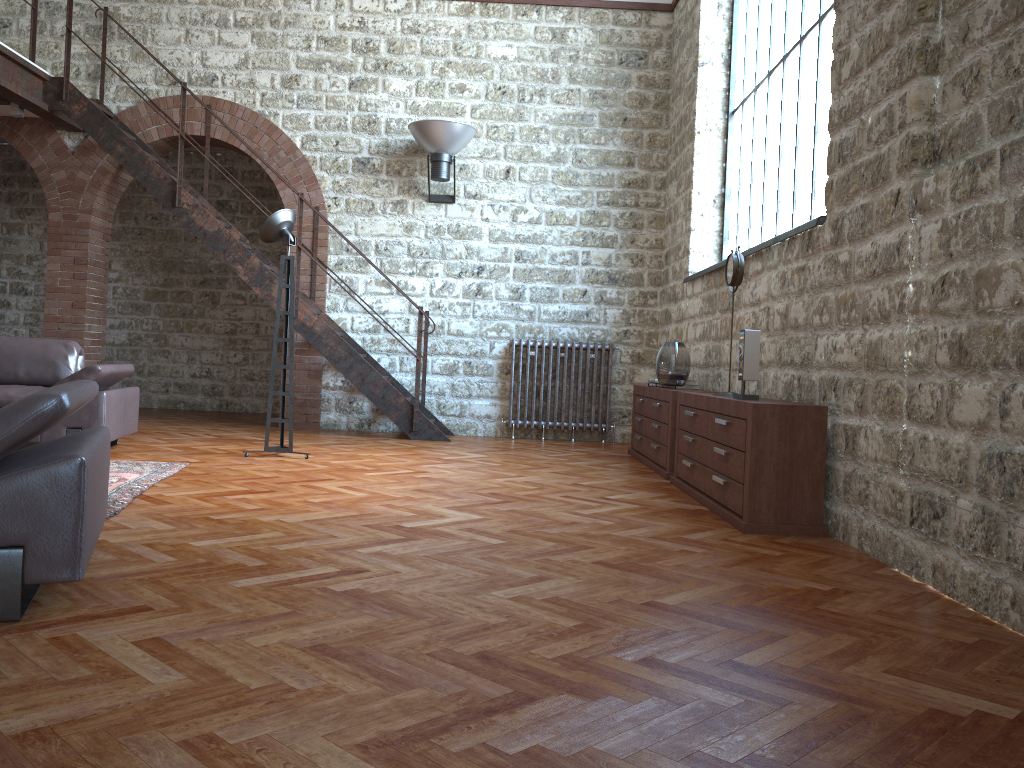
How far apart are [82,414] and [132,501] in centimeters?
175cm

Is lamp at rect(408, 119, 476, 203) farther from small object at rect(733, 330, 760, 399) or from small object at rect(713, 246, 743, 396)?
small object at rect(733, 330, 760, 399)

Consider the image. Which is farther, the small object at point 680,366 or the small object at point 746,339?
the small object at point 680,366

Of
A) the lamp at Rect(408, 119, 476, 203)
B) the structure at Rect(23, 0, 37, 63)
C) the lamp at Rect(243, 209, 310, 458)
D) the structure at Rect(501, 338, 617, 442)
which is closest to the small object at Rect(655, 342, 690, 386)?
the structure at Rect(501, 338, 617, 442)

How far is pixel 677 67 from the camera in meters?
8.4 m

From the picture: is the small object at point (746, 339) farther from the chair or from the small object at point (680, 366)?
the chair

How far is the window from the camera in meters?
5.4

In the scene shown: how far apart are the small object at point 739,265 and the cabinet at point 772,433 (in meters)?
0.67

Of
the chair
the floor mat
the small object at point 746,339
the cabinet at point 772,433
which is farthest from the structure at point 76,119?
the chair

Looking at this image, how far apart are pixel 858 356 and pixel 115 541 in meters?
3.1
